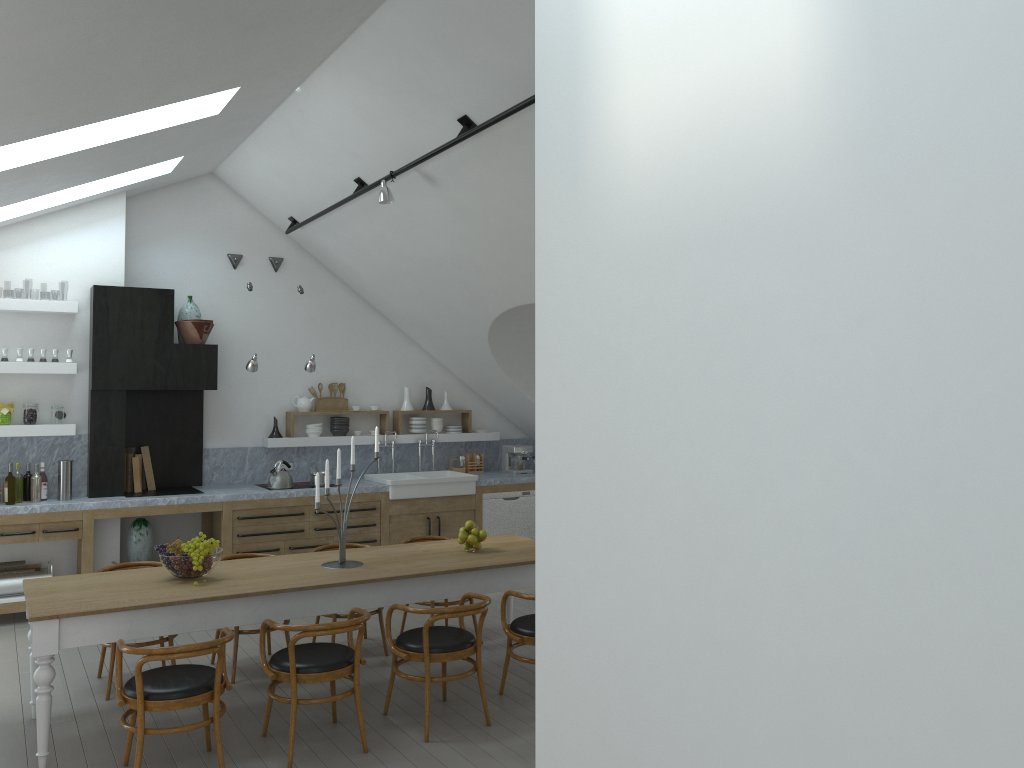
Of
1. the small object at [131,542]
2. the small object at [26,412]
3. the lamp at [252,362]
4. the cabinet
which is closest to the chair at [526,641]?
the cabinet

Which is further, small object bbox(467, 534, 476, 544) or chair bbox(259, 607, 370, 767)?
small object bbox(467, 534, 476, 544)

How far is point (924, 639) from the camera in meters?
1.3 m

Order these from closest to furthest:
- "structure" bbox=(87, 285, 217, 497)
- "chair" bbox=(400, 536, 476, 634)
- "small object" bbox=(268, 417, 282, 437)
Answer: "chair" bbox=(400, 536, 476, 634)
"structure" bbox=(87, 285, 217, 497)
"small object" bbox=(268, 417, 282, 437)

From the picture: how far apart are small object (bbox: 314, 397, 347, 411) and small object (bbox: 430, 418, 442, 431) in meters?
1.0 m

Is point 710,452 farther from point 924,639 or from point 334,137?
point 334,137

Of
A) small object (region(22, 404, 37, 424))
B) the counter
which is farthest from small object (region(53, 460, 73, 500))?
small object (region(22, 404, 37, 424))

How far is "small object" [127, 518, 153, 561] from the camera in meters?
8.2 m

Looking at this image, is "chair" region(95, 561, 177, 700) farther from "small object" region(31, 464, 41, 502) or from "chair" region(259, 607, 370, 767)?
"small object" region(31, 464, 41, 502)

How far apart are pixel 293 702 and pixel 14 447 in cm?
462
